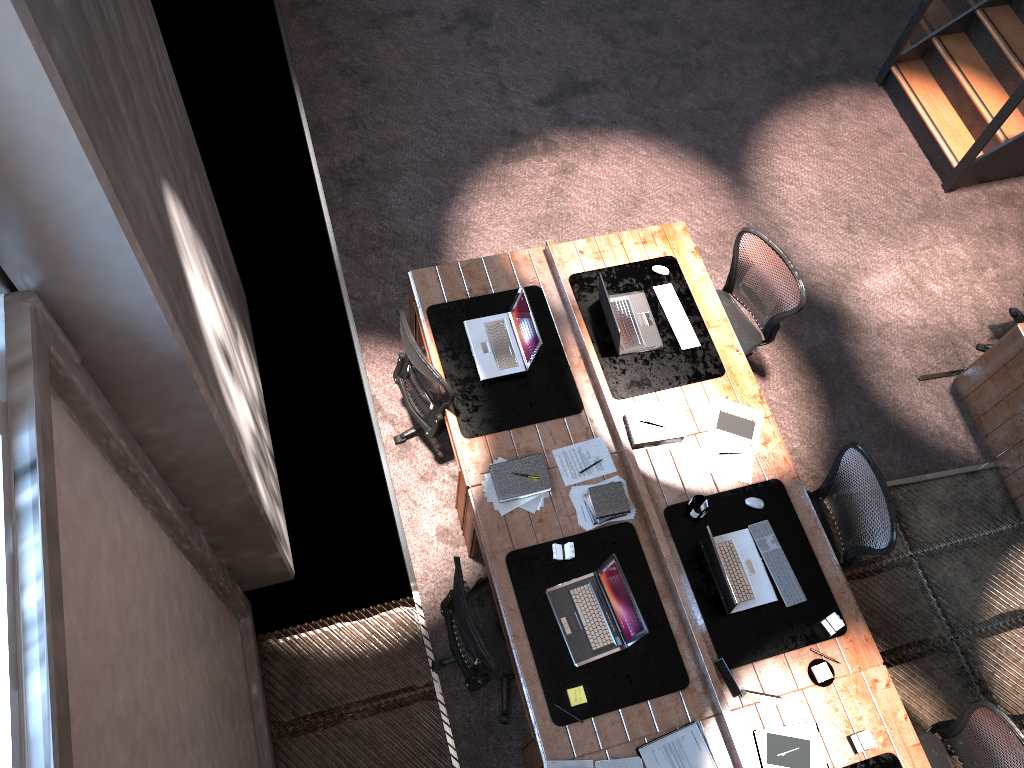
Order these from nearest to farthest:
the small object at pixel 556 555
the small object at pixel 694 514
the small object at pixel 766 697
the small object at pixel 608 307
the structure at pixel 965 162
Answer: the small object at pixel 766 697
the small object at pixel 556 555
the small object at pixel 694 514
the small object at pixel 608 307
the structure at pixel 965 162

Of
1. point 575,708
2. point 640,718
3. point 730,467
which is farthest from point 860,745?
point 730,467

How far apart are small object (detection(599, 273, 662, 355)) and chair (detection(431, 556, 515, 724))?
1.4m

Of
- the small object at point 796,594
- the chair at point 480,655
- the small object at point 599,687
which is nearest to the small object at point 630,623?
the small object at point 599,687

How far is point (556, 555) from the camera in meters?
4.4 m

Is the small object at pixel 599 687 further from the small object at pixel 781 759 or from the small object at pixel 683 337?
the small object at pixel 683 337

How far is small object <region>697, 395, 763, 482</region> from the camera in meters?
4.7

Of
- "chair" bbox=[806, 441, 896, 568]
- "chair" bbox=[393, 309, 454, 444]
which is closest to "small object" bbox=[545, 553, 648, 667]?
"chair" bbox=[393, 309, 454, 444]

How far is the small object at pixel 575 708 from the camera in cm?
408

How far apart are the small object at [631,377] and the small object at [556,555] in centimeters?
92cm
